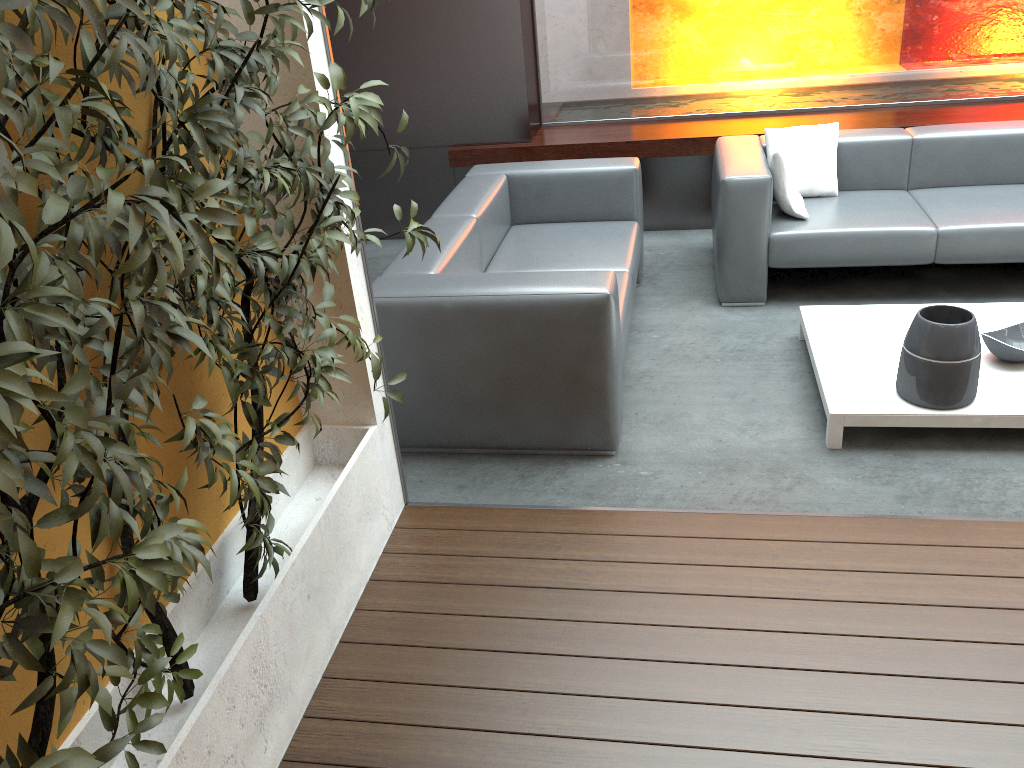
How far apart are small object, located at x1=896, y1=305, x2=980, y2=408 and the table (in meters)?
0.02

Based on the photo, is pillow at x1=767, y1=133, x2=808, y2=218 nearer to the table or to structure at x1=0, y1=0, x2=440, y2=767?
the table

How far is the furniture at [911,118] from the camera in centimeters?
519cm

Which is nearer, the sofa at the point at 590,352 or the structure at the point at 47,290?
the structure at the point at 47,290

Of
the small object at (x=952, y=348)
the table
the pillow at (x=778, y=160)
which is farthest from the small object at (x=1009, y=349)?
the pillow at (x=778, y=160)

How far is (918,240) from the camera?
4.1 meters

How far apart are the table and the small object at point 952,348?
0.0 meters

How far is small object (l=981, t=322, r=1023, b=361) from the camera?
3.3 meters

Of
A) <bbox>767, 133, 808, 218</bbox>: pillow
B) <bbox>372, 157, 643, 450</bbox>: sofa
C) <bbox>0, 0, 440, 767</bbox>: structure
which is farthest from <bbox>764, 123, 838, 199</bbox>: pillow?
<bbox>0, 0, 440, 767</bbox>: structure

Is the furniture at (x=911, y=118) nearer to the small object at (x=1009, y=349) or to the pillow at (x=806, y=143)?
the pillow at (x=806, y=143)
